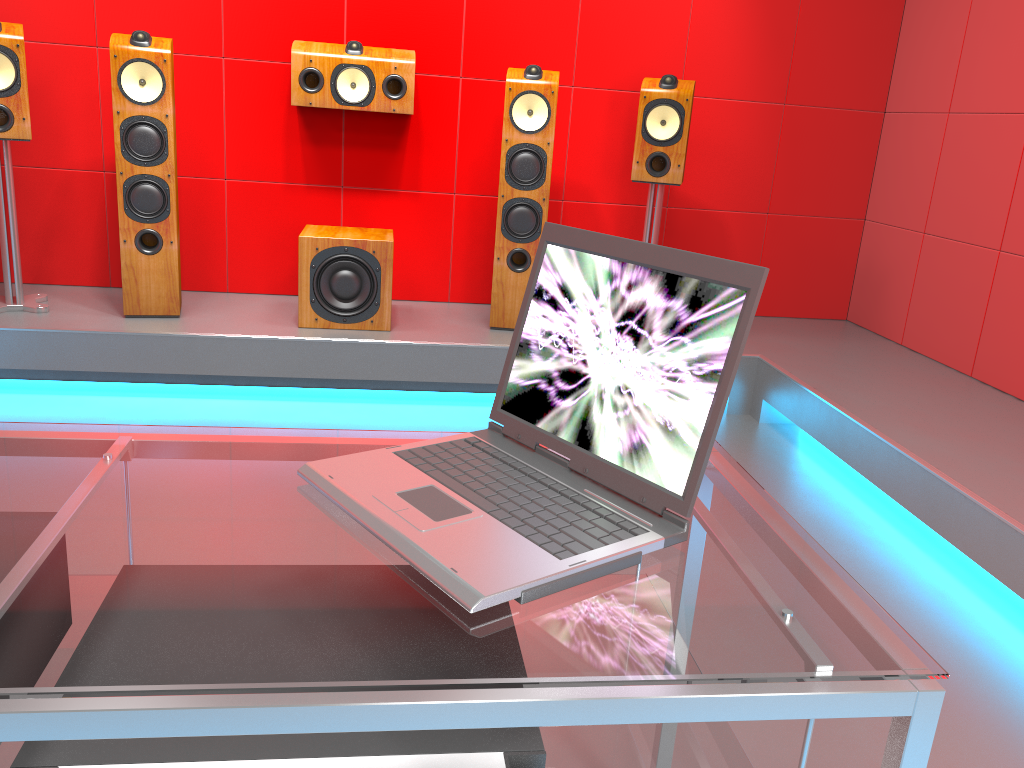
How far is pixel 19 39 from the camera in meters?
3.1

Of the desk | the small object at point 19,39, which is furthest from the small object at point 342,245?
the desk

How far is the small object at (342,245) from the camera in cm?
341

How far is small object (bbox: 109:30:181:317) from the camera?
3.2m

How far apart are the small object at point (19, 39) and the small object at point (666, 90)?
2.3 meters

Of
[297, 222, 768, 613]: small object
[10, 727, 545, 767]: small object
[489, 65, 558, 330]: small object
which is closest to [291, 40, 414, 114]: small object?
[489, 65, 558, 330]: small object

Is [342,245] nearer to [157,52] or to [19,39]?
[157,52]

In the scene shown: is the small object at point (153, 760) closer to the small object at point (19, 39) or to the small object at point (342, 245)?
the small object at point (342, 245)

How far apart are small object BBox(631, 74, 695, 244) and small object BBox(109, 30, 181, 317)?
1.8m

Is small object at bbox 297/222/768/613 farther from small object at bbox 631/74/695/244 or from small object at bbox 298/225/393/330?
small object at bbox 631/74/695/244
